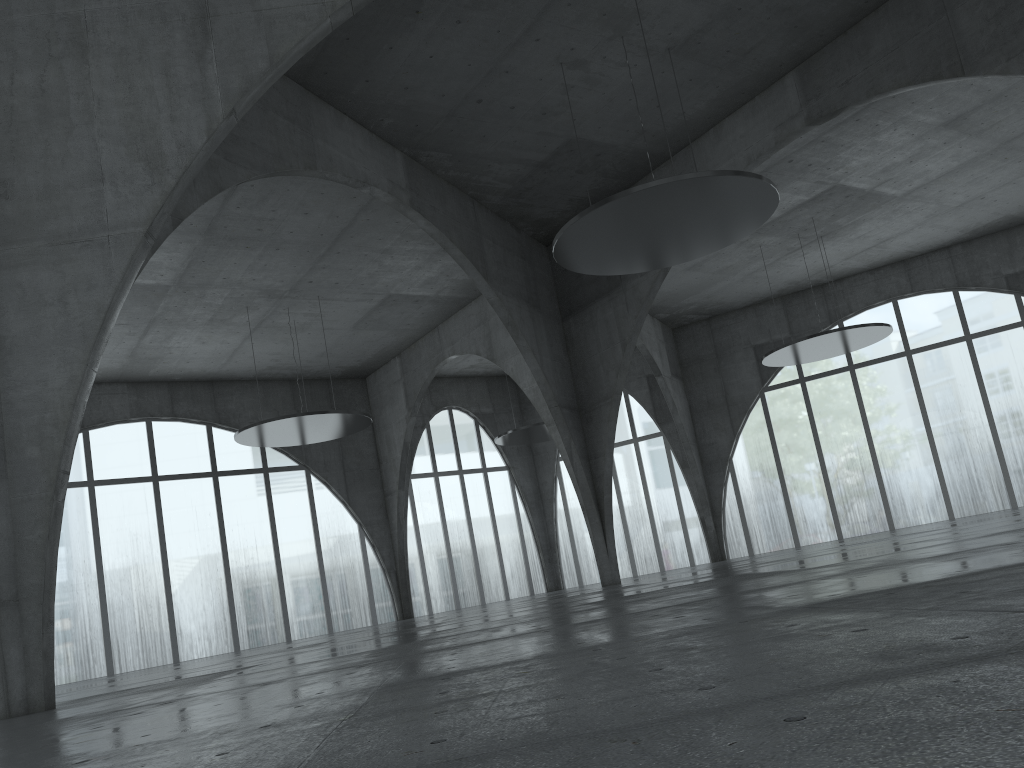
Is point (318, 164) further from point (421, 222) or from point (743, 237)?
point (743, 237)
